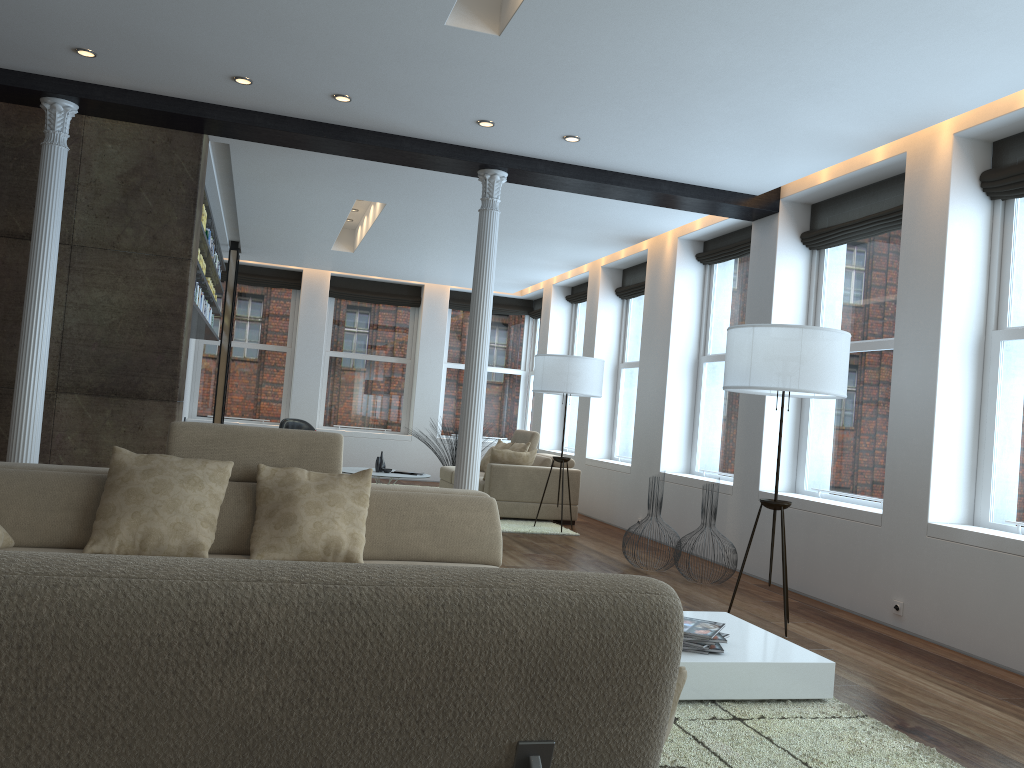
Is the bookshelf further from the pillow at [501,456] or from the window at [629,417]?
the window at [629,417]

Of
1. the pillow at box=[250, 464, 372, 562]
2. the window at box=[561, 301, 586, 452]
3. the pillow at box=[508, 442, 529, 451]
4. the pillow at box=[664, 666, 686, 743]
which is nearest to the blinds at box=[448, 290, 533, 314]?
the window at box=[561, 301, 586, 452]

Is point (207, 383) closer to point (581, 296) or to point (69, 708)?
point (581, 296)

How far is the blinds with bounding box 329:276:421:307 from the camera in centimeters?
1345cm

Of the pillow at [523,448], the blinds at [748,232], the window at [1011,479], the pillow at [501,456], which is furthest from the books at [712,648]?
the pillow at [523,448]

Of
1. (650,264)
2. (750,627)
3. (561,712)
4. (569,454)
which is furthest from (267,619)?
(569,454)

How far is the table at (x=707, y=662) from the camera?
3.5m

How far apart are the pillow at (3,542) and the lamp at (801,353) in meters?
3.7 m

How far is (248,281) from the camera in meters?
13.1 m

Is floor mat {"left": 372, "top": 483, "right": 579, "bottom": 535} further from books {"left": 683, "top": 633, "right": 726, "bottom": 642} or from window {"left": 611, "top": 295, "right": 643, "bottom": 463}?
books {"left": 683, "top": 633, "right": 726, "bottom": 642}
